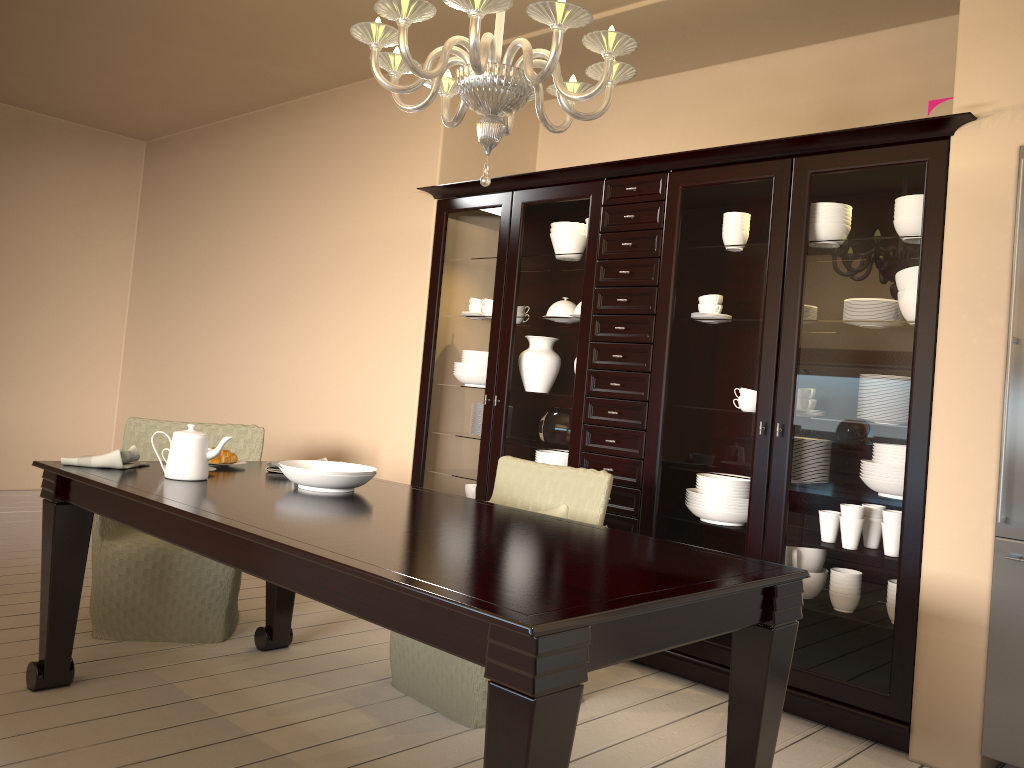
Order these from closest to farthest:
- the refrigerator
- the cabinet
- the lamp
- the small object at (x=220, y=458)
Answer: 1. the lamp
2. the refrigerator
3. the cabinet
4. the small object at (x=220, y=458)

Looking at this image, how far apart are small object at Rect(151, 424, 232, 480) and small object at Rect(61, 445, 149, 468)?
0.20m

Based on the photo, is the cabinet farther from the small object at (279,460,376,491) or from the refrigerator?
the small object at (279,460,376,491)

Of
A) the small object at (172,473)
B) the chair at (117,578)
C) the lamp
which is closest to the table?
the small object at (172,473)

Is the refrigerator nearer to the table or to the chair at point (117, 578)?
the table

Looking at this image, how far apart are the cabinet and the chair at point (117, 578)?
0.8m

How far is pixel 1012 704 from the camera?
2.5 meters

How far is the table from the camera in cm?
135

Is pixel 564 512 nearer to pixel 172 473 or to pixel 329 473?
pixel 329 473

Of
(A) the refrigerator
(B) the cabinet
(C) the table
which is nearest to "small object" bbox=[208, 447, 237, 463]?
(C) the table
